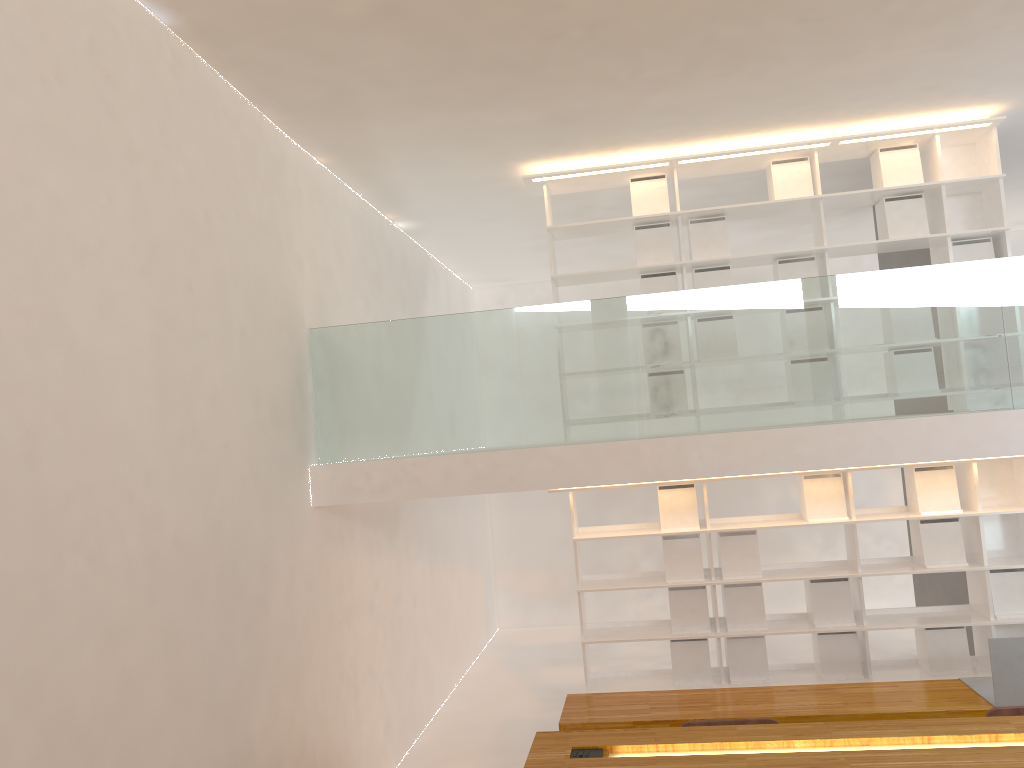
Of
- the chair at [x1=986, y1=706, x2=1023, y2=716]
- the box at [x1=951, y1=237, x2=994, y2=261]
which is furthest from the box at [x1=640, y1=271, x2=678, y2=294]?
the chair at [x1=986, y1=706, x2=1023, y2=716]

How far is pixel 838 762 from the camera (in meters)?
2.30

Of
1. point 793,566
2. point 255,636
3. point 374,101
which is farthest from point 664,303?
point 255,636

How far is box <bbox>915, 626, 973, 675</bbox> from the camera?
5.5m

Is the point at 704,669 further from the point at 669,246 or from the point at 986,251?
the point at 986,251

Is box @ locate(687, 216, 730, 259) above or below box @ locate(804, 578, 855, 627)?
above

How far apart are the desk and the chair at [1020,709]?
0.9 meters

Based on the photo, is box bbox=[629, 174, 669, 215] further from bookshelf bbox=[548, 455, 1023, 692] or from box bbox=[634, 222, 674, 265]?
bookshelf bbox=[548, 455, 1023, 692]

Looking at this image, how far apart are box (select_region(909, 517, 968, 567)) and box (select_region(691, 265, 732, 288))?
1.9 meters

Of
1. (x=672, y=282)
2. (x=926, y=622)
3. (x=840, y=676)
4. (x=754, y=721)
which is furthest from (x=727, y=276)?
(x=754, y=721)
